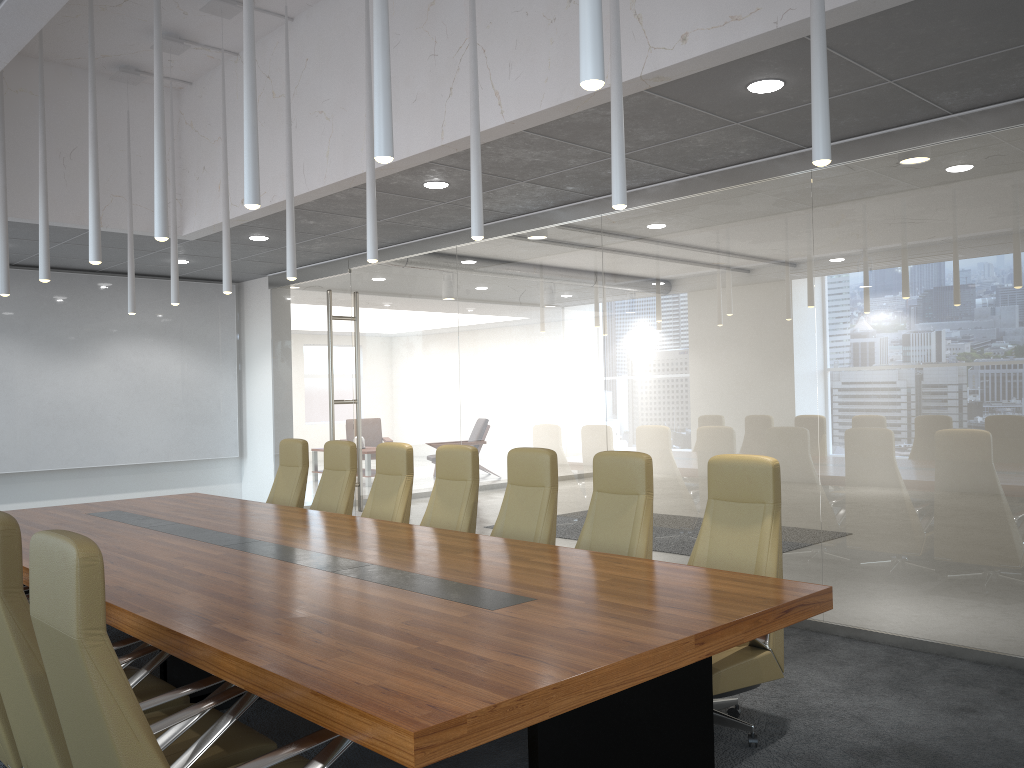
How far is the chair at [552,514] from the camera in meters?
5.9 m

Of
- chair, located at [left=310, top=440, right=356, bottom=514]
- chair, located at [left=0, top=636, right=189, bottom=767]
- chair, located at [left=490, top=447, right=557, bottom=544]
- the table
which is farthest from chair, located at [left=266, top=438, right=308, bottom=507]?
chair, located at [left=0, top=636, right=189, bottom=767]

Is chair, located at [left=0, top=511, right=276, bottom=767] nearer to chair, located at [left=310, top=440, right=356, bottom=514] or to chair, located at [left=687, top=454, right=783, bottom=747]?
chair, located at [left=687, top=454, right=783, bottom=747]

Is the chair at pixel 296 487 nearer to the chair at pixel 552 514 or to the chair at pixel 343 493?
the chair at pixel 343 493

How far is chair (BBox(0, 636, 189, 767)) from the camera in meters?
3.6 m

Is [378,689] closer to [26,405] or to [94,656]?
[94,656]

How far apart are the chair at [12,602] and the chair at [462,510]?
2.8m

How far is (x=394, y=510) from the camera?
7.02m

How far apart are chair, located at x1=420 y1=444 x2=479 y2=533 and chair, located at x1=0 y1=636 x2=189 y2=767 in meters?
2.5

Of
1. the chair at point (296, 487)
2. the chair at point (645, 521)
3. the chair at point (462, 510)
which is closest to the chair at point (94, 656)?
the chair at point (645, 521)
